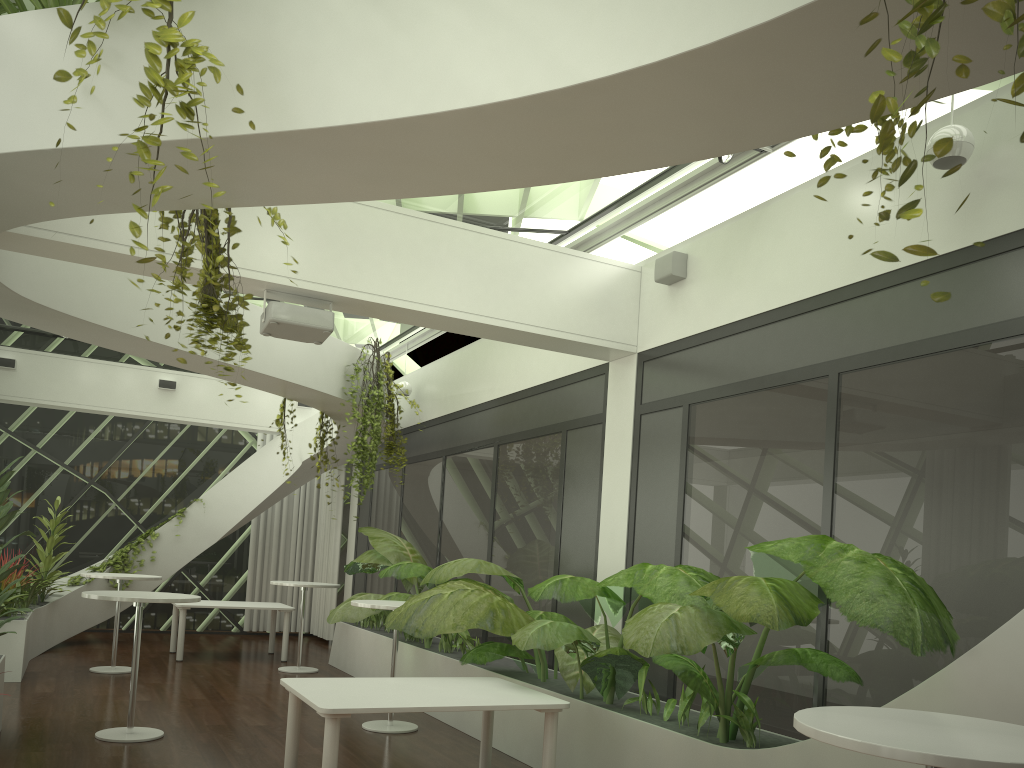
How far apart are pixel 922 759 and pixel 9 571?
5.64m

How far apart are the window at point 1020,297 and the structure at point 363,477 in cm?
350

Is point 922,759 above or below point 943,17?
below

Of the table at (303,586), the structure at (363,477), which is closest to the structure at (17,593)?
the table at (303,586)

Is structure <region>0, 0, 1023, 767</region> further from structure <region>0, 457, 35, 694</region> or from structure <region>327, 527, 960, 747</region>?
structure <region>0, 457, 35, 694</region>

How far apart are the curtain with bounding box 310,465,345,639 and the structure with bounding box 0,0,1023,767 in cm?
69

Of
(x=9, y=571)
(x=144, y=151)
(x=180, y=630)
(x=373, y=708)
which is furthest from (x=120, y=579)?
(x=144, y=151)

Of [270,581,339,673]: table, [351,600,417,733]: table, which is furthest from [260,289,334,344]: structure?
[270,581,339,673]: table

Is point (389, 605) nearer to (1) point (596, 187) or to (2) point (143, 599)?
(2) point (143, 599)

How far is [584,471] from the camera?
7.6 meters
